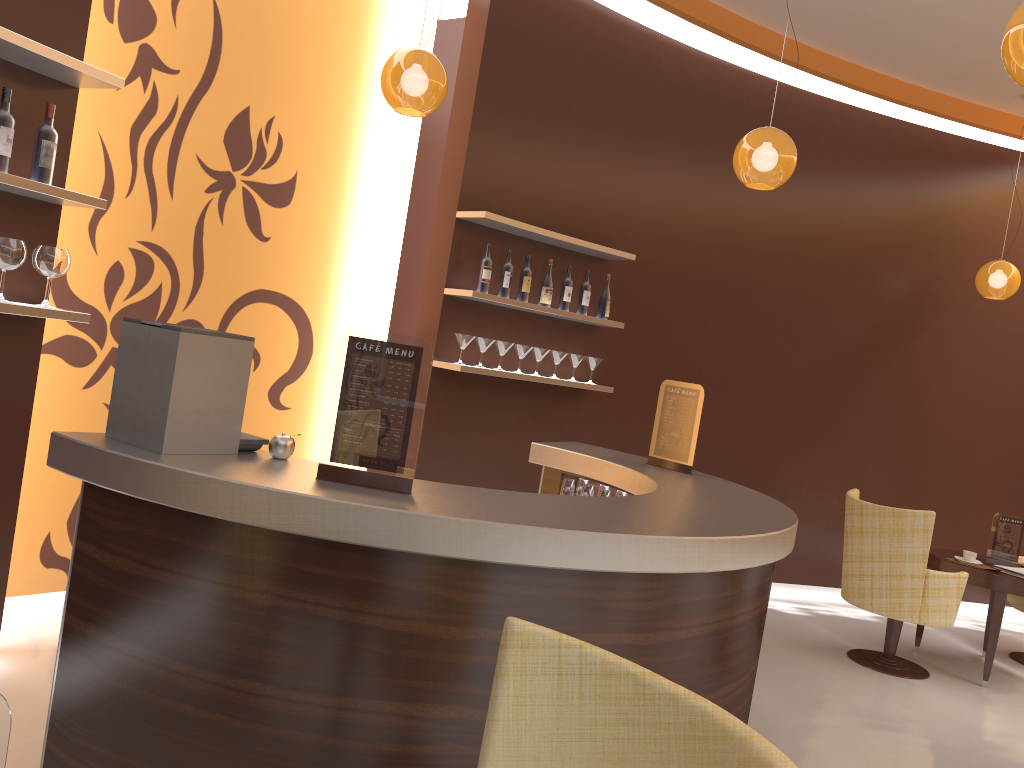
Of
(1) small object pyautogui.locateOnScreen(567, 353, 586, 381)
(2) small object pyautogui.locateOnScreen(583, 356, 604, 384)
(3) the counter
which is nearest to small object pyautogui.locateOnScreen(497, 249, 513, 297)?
(1) small object pyautogui.locateOnScreen(567, 353, 586, 381)

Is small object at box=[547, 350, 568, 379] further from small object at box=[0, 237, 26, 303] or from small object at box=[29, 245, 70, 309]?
small object at box=[0, 237, 26, 303]

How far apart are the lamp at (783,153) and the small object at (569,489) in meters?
1.7

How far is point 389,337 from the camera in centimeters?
236cm

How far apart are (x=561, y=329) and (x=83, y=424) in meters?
2.9 m

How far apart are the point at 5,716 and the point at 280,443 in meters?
1.5 m

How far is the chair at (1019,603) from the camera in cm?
603

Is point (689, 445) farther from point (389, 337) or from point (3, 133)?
point (3, 133)

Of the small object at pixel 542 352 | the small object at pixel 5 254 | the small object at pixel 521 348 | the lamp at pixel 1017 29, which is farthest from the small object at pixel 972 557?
the small object at pixel 5 254

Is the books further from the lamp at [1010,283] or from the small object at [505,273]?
the small object at [505,273]
